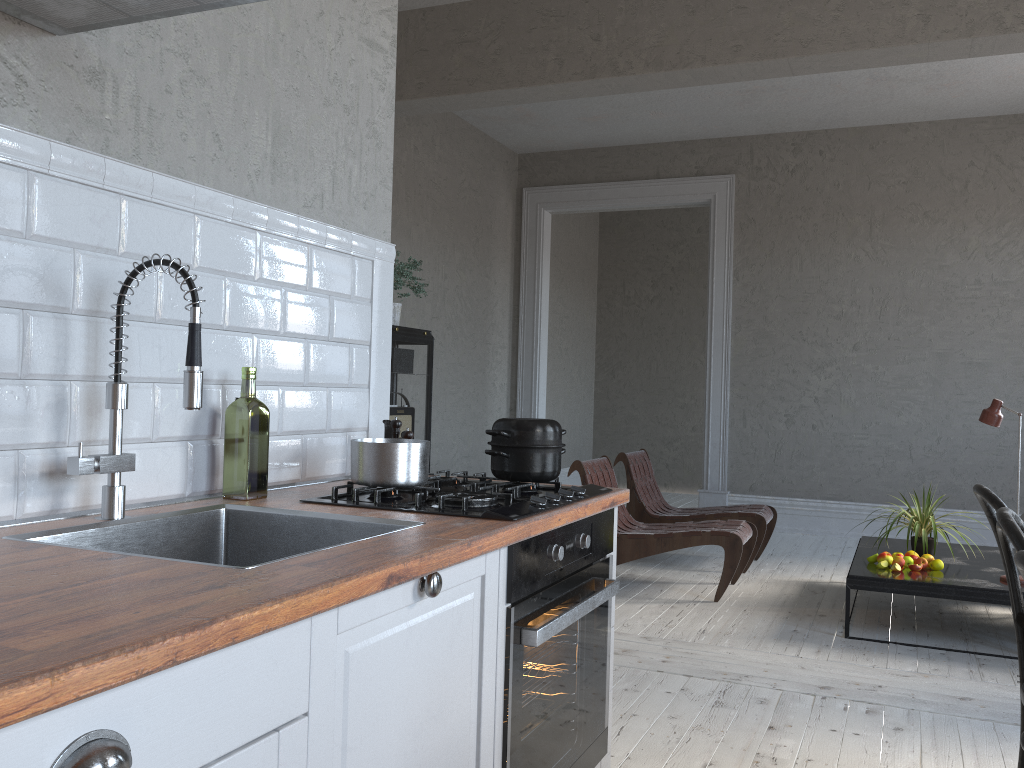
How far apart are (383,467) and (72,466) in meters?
0.6 m

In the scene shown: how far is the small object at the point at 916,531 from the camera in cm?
435

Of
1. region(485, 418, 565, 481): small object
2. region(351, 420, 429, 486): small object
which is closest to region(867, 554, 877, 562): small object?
region(485, 418, 565, 481): small object

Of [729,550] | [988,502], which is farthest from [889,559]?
[988,502]

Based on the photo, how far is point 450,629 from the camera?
1.5m

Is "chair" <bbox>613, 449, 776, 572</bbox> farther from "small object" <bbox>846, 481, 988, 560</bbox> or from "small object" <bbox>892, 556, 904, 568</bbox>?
"small object" <bbox>892, 556, 904, 568</bbox>

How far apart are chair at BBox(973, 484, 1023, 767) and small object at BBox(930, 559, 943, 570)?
2.2 meters

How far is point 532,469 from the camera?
2.1m

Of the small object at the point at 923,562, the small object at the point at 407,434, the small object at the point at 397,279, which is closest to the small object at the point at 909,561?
the small object at the point at 923,562

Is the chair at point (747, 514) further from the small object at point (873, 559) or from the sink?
the sink
